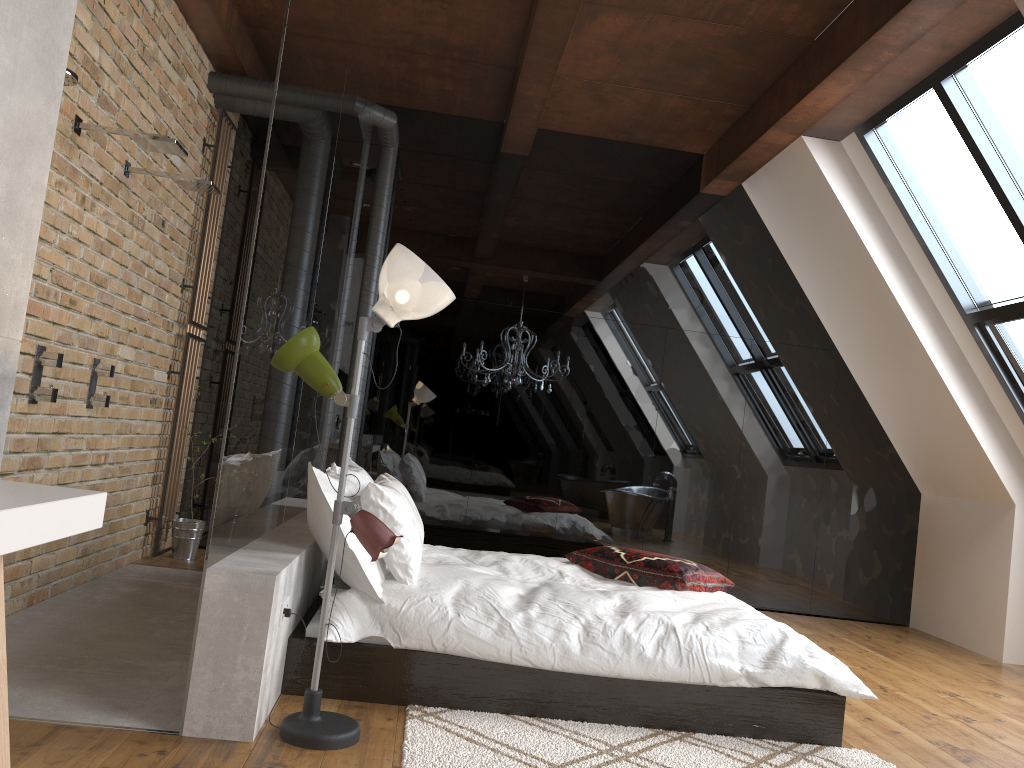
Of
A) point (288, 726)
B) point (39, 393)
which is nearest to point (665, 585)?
point (288, 726)

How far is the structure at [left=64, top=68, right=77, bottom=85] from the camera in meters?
3.0 m

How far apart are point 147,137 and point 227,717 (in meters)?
2.41

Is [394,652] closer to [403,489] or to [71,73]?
[403,489]

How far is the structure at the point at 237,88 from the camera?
5.60m

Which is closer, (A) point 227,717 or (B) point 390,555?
(A) point 227,717

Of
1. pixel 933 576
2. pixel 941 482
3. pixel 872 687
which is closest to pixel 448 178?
pixel 941 482

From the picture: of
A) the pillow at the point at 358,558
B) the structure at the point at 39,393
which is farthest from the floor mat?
the structure at the point at 39,393

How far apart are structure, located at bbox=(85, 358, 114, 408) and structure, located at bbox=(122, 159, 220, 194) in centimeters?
95cm

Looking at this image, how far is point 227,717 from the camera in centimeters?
265cm
